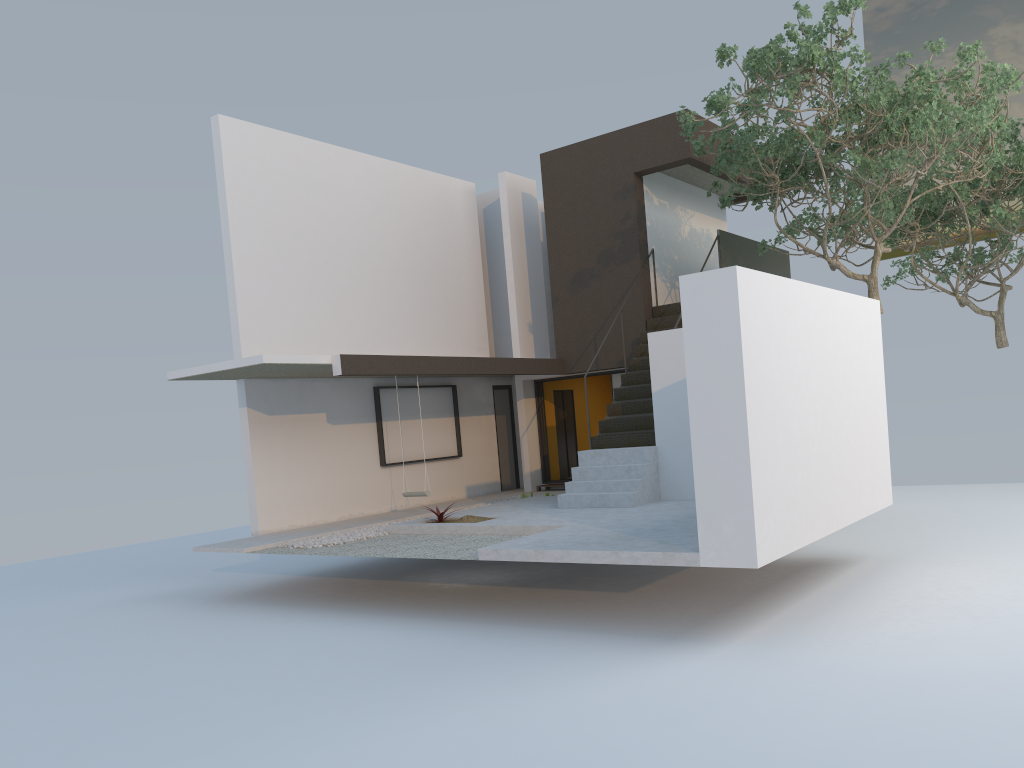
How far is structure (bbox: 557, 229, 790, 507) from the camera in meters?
11.5

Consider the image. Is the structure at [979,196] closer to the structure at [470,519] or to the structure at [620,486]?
the structure at [620,486]

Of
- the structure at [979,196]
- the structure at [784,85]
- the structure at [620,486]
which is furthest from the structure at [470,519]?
the structure at [979,196]

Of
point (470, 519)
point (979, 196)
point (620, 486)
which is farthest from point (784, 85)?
point (979, 196)

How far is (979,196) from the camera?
15.67m

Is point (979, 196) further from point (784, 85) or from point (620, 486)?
point (620, 486)

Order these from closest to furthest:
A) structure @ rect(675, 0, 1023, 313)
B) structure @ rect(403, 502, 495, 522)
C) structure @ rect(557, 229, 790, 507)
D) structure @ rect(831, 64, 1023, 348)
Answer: structure @ rect(675, 0, 1023, 313) < structure @ rect(403, 502, 495, 522) < structure @ rect(557, 229, 790, 507) < structure @ rect(831, 64, 1023, 348)

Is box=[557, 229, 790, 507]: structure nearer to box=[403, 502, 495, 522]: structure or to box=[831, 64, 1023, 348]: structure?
box=[403, 502, 495, 522]: structure

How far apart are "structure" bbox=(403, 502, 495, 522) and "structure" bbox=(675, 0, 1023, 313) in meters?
5.4 m

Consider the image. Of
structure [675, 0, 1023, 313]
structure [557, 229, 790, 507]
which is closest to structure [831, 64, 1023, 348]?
structure [675, 0, 1023, 313]
